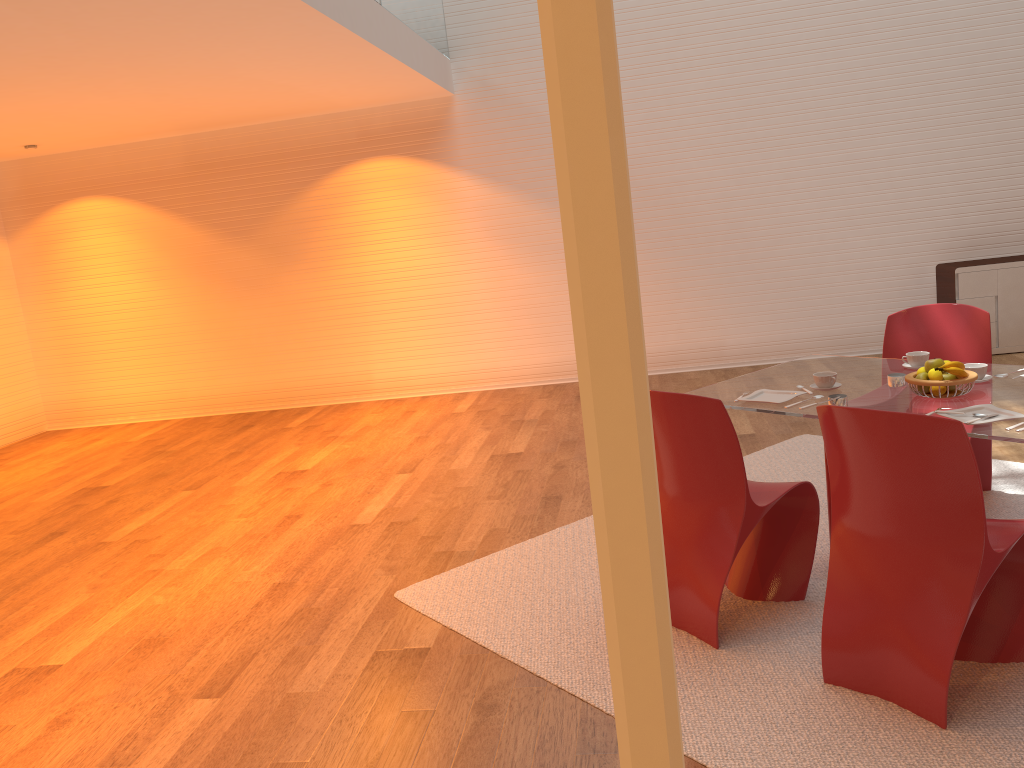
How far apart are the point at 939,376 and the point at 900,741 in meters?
1.3 m

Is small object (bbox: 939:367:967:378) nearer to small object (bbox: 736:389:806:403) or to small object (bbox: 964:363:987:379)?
small object (bbox: 964:363:987:379)

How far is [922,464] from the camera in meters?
2.4

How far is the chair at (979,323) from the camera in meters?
4.0

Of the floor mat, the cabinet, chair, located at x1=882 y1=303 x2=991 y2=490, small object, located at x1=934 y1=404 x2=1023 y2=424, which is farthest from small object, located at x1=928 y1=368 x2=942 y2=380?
the cabinet

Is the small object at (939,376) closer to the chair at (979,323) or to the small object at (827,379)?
the small object at (827,379)

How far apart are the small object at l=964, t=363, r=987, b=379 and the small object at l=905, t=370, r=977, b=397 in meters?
0.2

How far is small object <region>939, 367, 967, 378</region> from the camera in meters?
3.1 m

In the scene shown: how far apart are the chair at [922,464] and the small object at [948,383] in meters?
0.6

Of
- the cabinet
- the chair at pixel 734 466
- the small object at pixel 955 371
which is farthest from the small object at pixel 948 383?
the cabinet
